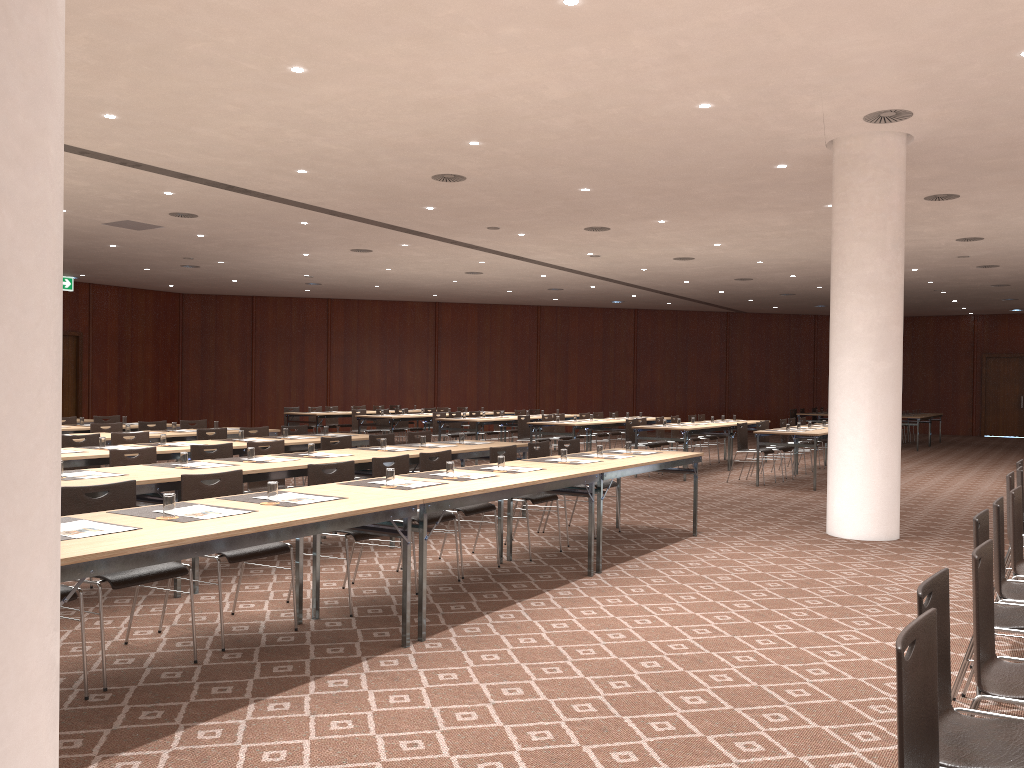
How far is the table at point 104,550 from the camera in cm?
338

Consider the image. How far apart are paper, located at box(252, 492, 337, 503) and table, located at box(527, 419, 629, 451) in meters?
10.2

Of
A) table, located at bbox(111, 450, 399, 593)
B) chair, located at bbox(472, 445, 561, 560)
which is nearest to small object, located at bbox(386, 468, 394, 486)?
table, located at bbox(111, 450, 399, 593)

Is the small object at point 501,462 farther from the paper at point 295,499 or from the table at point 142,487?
the table at point 142,487

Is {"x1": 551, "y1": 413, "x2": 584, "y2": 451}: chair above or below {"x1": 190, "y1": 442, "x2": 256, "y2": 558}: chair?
below

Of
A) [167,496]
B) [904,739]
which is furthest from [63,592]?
[904,739]

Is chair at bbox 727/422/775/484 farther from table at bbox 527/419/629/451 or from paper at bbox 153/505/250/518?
paper at bbox 153/505/250/518

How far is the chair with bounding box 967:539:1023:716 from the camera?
2.9m

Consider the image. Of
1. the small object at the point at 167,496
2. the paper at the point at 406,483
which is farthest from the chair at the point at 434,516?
the small object at the point at 167,496

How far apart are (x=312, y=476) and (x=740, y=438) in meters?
9.4 m
